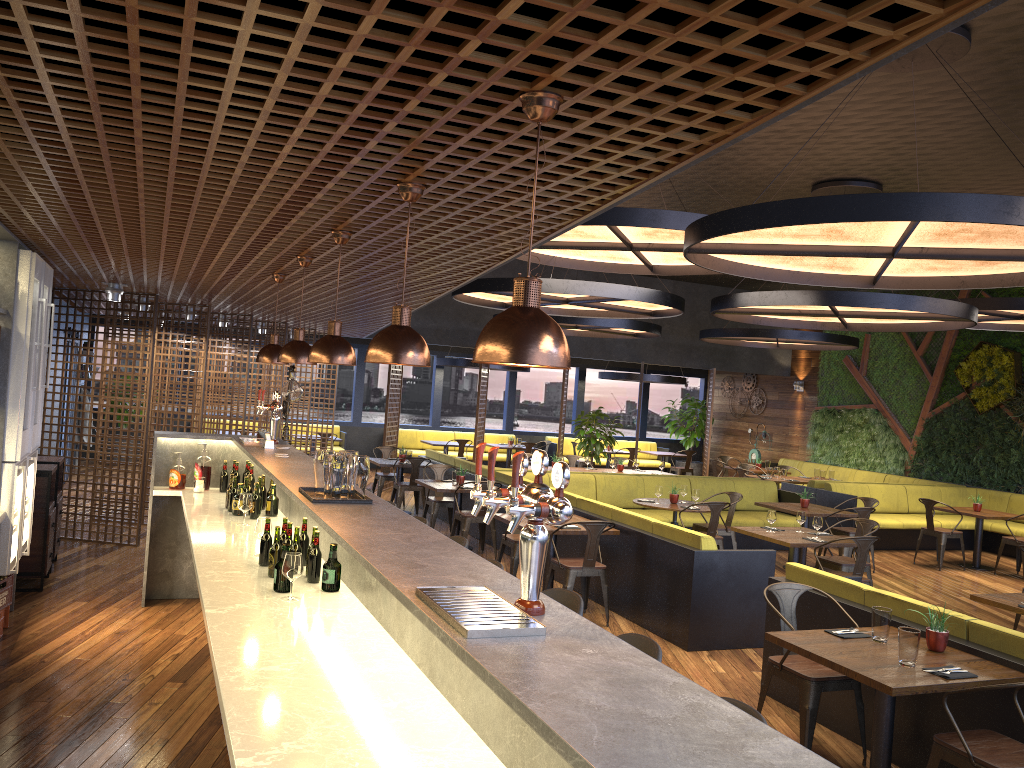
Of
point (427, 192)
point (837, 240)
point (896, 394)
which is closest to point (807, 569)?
point (837, 240)

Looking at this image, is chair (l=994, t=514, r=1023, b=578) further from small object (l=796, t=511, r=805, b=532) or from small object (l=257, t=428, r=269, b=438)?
small object (l=257, t=428, r=269, b=438)

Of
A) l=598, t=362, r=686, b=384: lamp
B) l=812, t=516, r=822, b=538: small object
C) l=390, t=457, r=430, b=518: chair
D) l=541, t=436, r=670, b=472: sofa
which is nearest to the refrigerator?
l=390, t=457, r=430, b=518: chair

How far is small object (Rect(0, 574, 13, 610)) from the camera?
6.0 meters

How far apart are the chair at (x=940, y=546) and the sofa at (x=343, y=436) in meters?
11.2 m

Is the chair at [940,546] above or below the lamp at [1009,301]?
below

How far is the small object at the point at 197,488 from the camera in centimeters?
719cm

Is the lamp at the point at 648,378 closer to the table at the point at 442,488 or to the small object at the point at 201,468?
the table at the point at 442,488

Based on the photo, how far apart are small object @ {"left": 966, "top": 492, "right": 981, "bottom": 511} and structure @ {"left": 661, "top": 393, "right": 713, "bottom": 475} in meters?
9.4

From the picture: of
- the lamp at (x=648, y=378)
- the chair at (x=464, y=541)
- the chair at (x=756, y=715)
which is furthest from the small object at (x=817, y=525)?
the lamp at (x=648, y=378)
